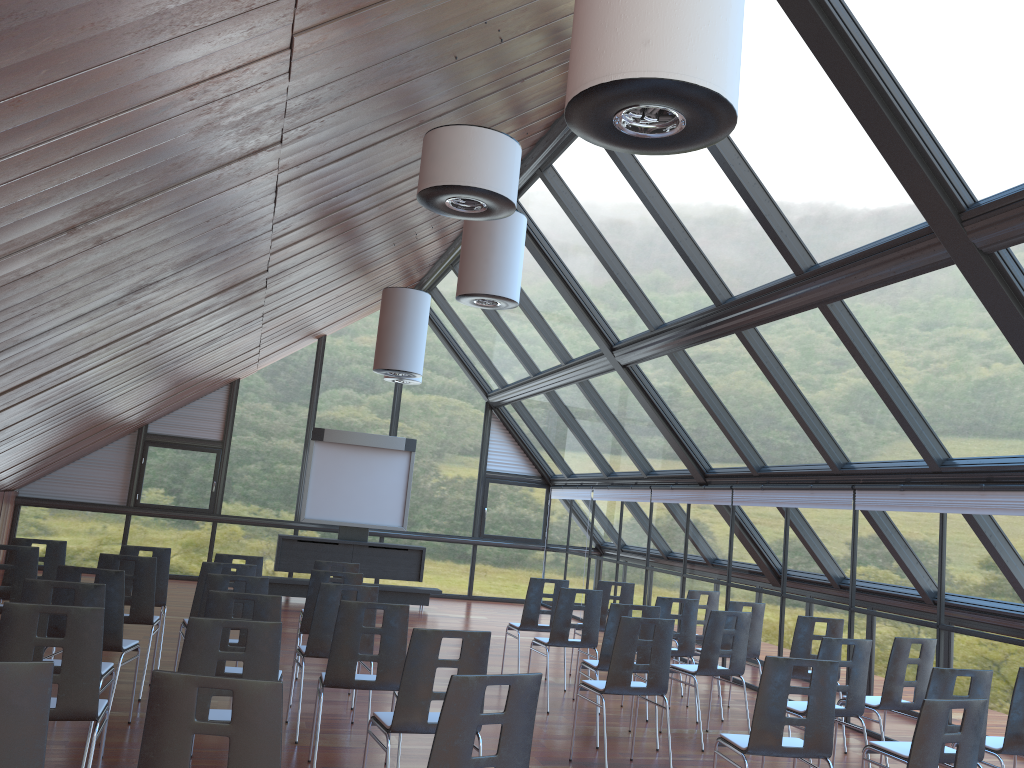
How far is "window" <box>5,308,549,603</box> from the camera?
16.7m

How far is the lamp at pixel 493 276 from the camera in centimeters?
906cm

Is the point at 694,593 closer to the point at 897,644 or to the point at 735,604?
the point at 735,604

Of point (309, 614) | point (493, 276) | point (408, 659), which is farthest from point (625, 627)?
point (493, 276)

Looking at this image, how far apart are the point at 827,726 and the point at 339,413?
14.1m

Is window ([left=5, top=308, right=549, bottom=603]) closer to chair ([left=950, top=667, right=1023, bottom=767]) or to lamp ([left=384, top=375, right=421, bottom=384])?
lamp ([left=384, top=375, right=421, bottom=384])

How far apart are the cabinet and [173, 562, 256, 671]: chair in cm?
739

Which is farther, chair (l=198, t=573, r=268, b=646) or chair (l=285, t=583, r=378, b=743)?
chair (l=285, t=583, r=378, b=743)

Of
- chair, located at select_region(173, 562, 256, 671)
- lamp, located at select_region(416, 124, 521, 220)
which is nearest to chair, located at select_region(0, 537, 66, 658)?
chair, located at select_region(173, 562, 256, 671)

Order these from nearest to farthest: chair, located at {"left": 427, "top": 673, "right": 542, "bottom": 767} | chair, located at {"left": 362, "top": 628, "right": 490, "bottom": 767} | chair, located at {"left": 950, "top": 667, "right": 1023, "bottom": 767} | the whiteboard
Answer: chair, located at {"left": 427, "top": 673, "right": 542, "bottom": 767} < chair, located at {"left": 362, "top": 628, "right": 490, "bottom": 767} < chair, located at {"left": 950, "top": 667, "right": 1023, "bottom": 767} < the whiteboard
